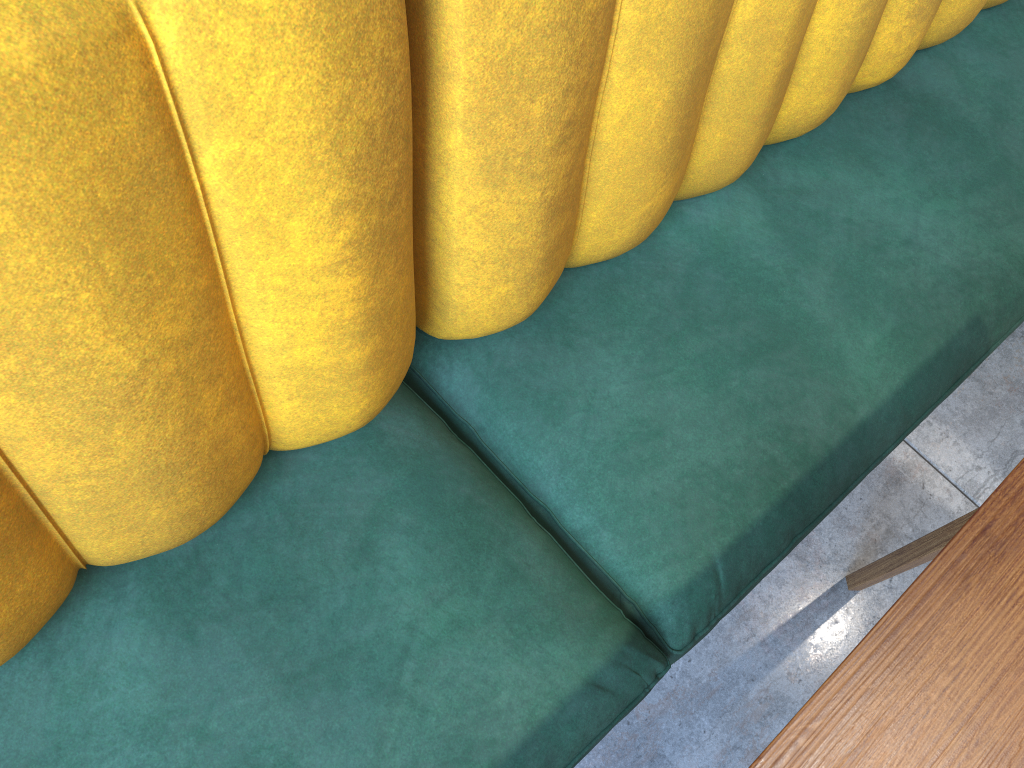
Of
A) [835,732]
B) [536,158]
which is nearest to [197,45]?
[536,158]

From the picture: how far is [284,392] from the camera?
0.8 meters

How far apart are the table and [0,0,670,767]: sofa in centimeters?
34cm

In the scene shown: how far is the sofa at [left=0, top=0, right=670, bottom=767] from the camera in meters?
0.5

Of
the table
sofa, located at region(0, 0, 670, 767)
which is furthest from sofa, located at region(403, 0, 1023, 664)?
the table

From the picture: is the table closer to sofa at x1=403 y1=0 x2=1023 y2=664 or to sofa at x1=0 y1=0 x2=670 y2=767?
sofa at x1=403 y1=0 x2=1023 y2=664

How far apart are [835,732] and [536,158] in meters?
0.5 m

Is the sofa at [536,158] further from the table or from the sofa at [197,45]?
the table

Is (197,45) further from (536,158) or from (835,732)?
(835,732)

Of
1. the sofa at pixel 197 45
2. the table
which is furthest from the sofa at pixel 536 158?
the table
